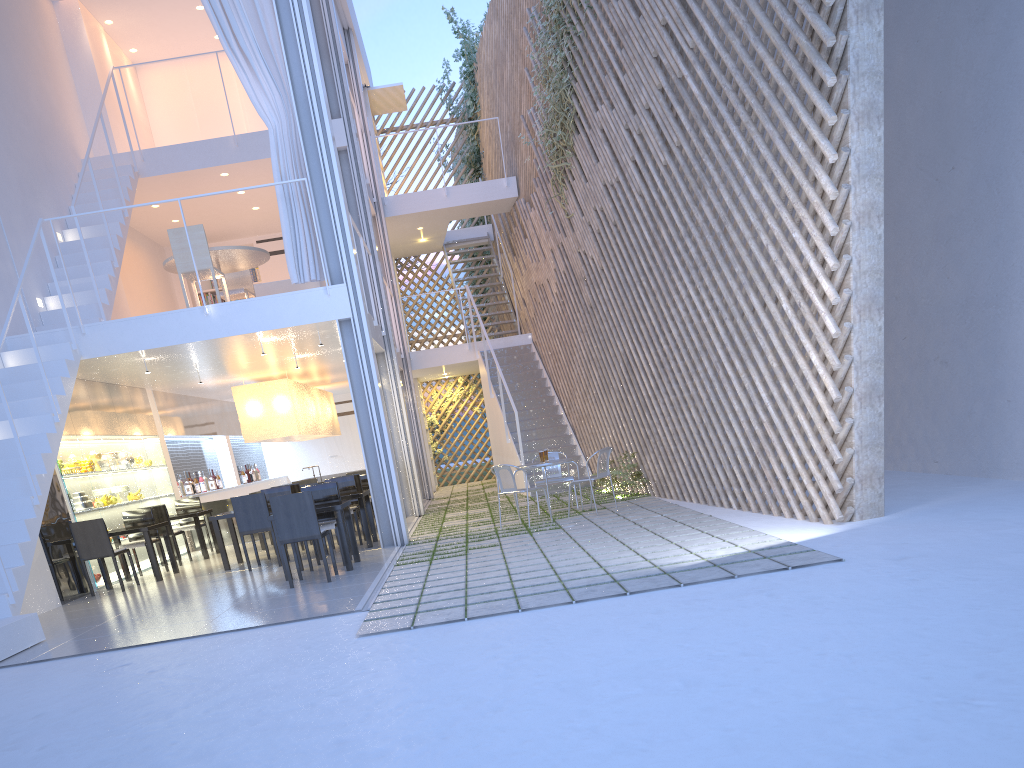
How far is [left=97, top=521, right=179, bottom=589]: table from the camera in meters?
4.8

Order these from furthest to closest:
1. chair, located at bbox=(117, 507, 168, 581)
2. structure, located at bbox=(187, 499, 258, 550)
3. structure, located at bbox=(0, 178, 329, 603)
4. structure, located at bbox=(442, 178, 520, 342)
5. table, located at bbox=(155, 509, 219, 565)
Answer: structure, located at bbox=(442, 178, 520, 342) → structure, located at bbox=(187, 499, 258, 550) → table, located at bbox=(155, 509, 219, 565) → chair, located at bbox=(117, 507, 168, 581) → structure, located at bbox=(0, 178, 329, 603)

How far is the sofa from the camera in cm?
633

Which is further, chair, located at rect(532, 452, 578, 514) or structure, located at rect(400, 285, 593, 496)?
structure, located at rect(400, 285, 593, 496)

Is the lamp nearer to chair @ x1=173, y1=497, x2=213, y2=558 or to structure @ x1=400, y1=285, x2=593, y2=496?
chair @ x1=173, y1=497, x2=213, y2=558

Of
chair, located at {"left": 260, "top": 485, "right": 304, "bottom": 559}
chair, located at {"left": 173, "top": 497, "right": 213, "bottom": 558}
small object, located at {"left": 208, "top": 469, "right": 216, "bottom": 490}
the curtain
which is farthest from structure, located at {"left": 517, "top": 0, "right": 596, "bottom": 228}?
small object, located at {"left": 208, "top": 469, "right": 216, "bottom": 490}

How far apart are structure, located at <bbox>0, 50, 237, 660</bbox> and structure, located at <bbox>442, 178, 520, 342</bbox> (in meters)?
4.32

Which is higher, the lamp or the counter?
the lamp

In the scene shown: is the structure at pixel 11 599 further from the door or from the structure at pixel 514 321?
Result: the door

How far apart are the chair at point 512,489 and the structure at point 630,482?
1.1m
